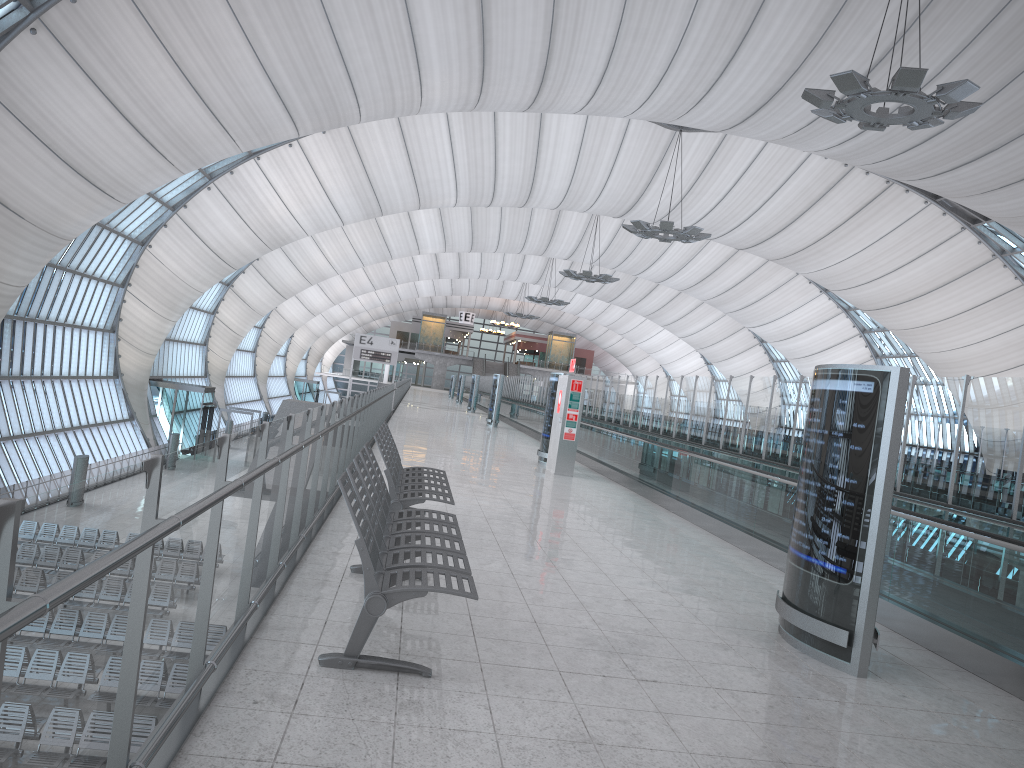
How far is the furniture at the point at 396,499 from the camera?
7.0 meters

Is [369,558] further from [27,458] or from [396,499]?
[27,458]

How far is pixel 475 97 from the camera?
29.9m

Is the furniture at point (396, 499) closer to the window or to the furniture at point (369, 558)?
the furniture at point (369, 558)

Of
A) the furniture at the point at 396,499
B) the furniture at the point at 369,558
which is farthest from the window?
the furniture at the point at 369,558

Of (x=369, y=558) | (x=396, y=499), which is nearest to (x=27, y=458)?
(x=396, y=499)

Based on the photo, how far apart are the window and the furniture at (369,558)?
20.48m

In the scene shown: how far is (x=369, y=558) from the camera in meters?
4.0

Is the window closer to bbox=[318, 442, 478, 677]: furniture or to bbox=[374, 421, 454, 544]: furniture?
bbox=[374, 421, 454, 544]: furniture

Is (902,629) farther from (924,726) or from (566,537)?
(566,537)
